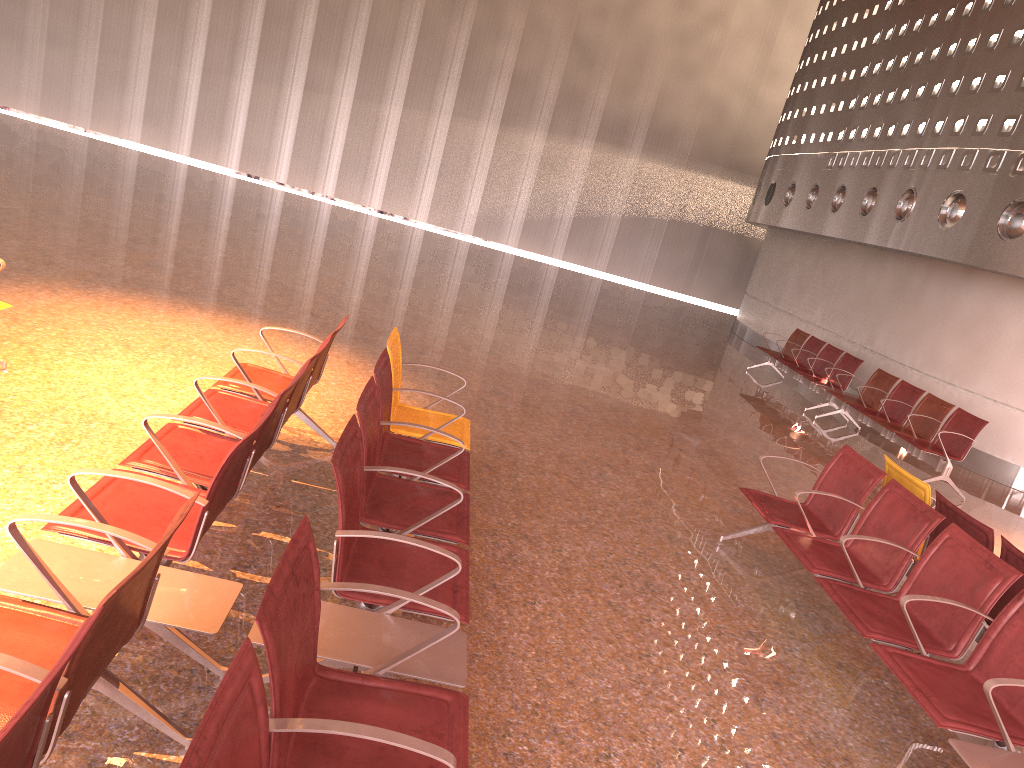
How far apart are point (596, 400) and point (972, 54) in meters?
7.6 m

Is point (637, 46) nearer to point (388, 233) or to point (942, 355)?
point (388, 233)

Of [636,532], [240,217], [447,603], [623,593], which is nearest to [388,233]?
[240,217]

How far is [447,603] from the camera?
3.0 meters
